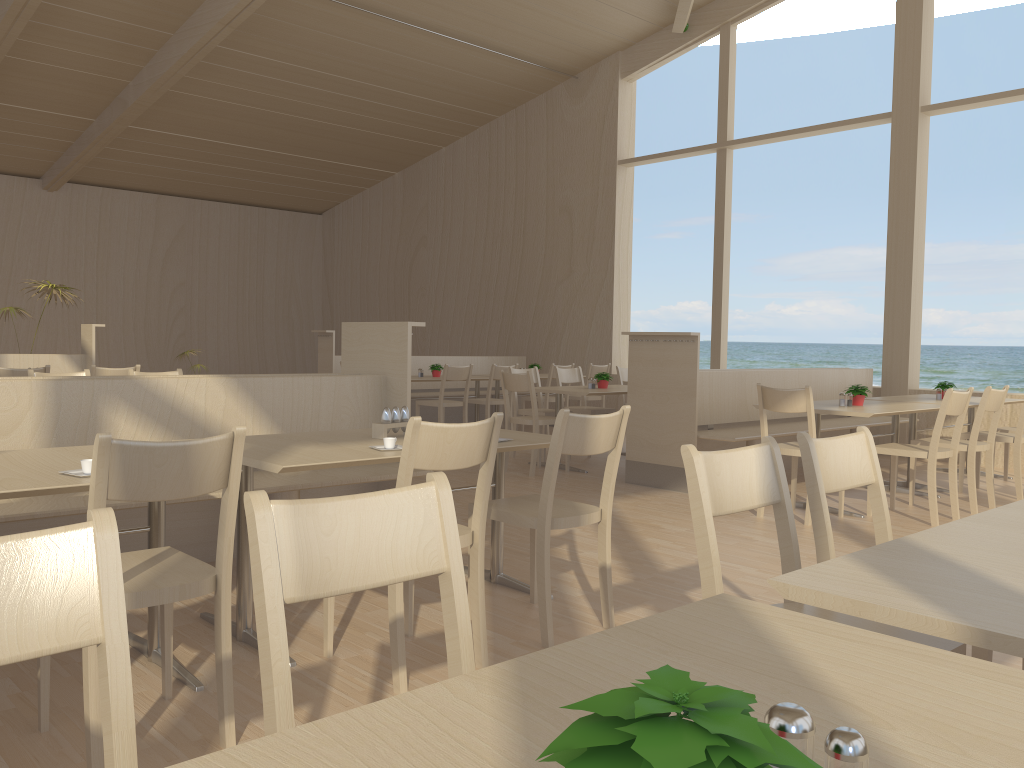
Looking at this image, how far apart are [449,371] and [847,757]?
7.7 meters

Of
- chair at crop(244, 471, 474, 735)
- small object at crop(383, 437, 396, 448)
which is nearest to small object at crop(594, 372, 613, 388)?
small object at crop(383, 437, 396, 448)

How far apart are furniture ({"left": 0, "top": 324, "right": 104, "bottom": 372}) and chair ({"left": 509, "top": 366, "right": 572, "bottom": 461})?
3.72m

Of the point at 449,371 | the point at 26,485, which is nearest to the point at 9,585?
the point at 26,485

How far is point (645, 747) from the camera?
0.5m

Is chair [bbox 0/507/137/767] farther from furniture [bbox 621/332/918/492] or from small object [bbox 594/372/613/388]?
small object [bbox 594/372/613/388]

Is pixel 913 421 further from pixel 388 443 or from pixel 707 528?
pixel 707 528

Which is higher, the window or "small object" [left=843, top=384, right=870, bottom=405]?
the window

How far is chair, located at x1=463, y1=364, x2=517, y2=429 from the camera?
8.7 meters

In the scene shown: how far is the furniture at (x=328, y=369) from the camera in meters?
9.4 m
